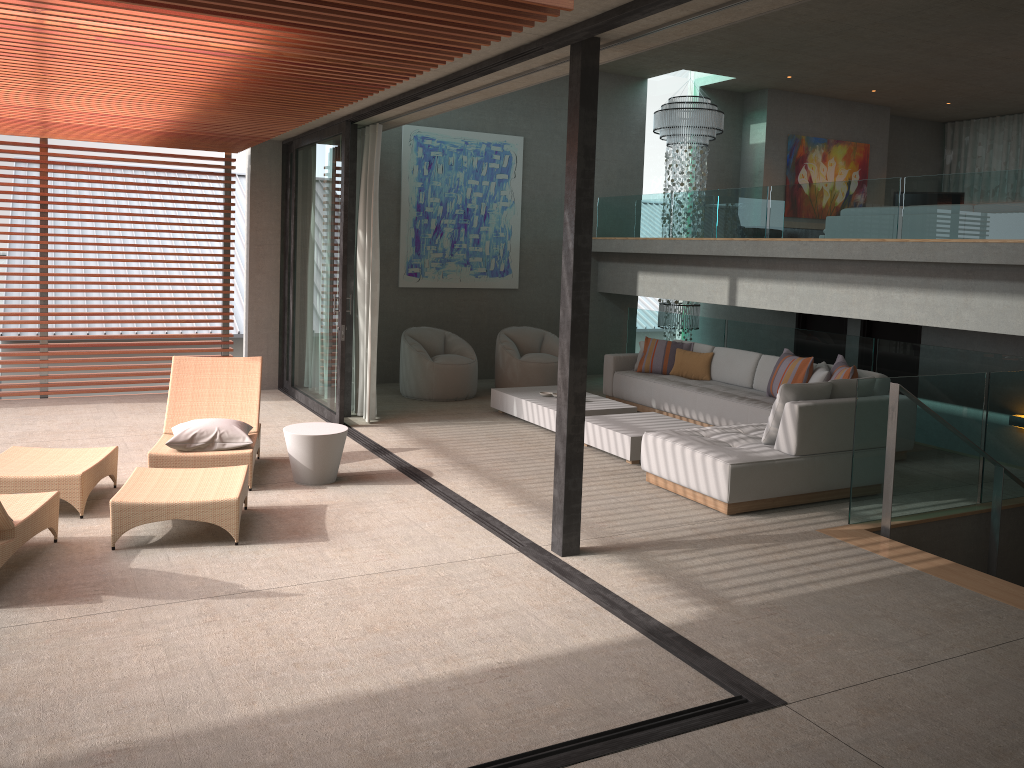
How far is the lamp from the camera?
12.05m

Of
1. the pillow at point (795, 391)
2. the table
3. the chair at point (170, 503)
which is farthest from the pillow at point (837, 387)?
the chair at point (170, 503)

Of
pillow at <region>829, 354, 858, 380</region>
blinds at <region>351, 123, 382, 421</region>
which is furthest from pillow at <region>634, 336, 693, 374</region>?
blinds at <region>351, 123, 382, 421</region>

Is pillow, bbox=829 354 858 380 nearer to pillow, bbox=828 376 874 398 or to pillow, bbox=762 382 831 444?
pillow, bbox=828 376 874 398

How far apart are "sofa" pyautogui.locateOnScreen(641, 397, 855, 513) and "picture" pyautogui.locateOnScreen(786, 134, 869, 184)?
7.4m

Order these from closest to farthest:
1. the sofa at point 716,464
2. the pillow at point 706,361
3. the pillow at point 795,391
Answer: the sofa at point 716,464 < the pillow at point 795,391 < the pillow at point 706,361

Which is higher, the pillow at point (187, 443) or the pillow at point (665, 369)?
the pillow at point (665, 369)

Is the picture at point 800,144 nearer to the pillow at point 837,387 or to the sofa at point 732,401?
the sofa at point 732,401

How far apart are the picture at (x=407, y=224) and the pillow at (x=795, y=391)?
5.9 meters

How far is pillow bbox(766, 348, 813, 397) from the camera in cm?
821
